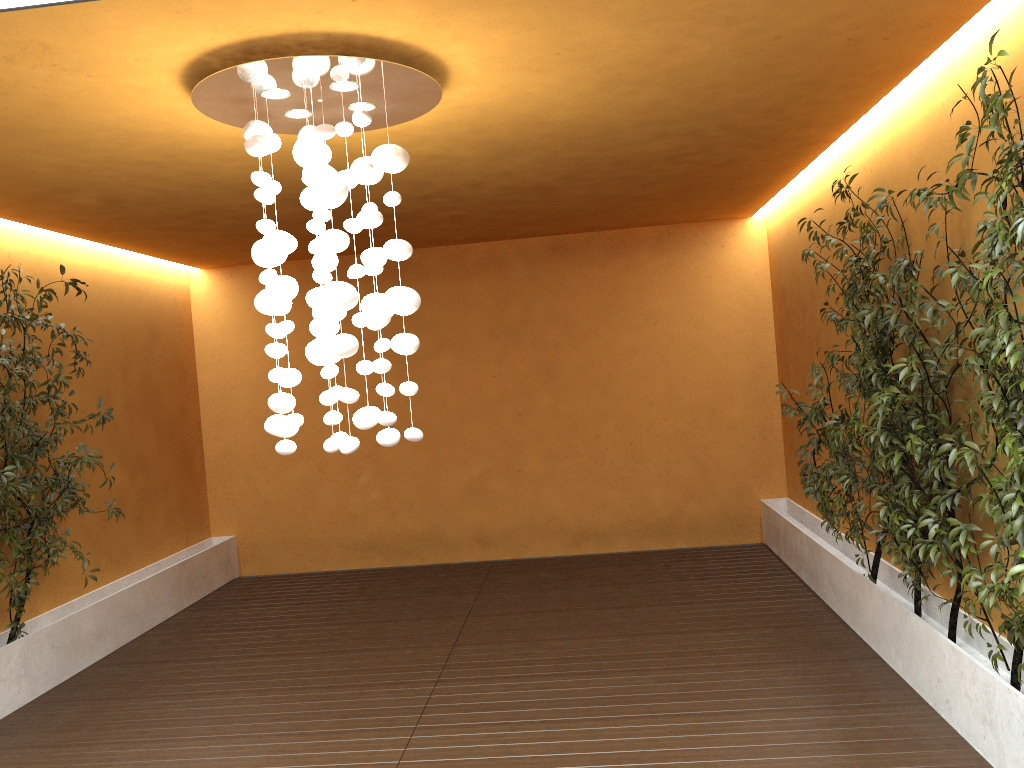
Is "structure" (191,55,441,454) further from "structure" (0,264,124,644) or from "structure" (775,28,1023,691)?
"structure" (0,264,124,644)

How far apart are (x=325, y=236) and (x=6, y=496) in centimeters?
327cm

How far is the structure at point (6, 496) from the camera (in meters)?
5.28

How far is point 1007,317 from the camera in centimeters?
296cm

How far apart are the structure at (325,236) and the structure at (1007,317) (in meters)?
1.94

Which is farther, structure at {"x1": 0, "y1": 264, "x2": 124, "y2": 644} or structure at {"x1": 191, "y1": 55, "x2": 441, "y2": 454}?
structure at {"x1": 0, "y1": 264, "x2": 124, "y2": 644}

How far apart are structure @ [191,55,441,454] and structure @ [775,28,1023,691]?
1.94m

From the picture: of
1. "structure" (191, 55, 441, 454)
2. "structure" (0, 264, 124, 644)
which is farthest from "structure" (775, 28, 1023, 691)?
"structure" (0, 264, 124, 644)

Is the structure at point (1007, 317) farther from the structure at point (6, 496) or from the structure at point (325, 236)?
the structure at point (6, 496)

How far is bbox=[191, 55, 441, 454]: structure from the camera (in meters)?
3.31
